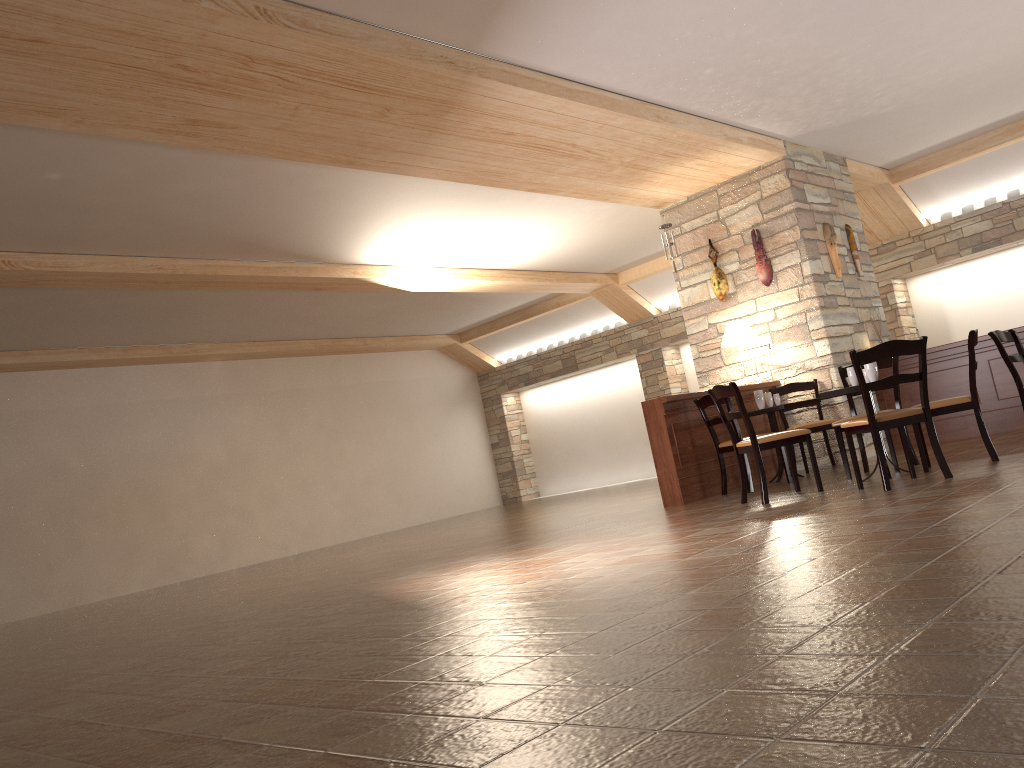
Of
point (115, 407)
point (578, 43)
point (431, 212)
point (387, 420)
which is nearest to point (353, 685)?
point (578, 43)

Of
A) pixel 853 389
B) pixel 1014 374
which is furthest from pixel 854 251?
pixel 853 389

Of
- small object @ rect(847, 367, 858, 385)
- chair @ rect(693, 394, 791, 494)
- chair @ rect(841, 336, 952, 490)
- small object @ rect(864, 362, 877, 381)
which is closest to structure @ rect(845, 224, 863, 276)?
chair @ rect(693, 394, 791, 494)

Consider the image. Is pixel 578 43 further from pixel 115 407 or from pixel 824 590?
pixel 115 407

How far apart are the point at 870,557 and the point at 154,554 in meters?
10.8 m

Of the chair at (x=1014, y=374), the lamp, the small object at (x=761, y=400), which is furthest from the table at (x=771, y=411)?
the chair at (x=1014, y=374)

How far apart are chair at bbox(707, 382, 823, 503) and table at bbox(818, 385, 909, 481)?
0.3m

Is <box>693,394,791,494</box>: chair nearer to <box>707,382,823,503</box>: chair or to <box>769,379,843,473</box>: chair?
<box>707,382,823,503</box>: chair

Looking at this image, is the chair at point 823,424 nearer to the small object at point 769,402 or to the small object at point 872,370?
the small object at point 769,402

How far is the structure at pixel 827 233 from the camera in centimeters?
890cm
